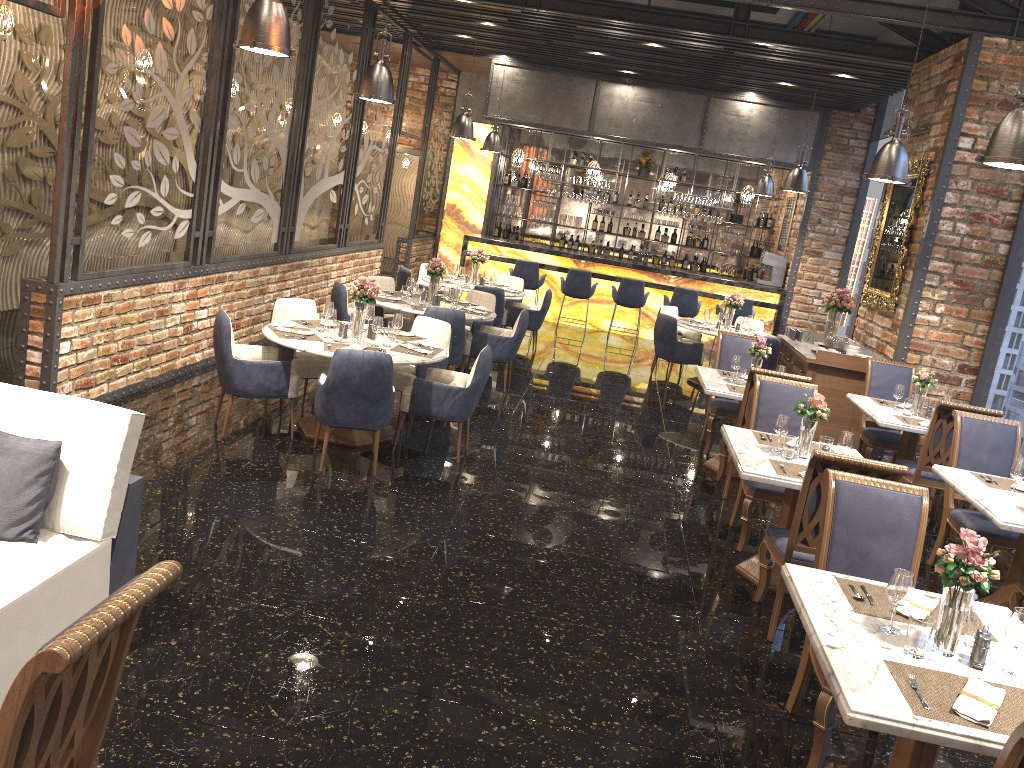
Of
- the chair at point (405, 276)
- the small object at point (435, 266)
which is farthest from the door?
the small object at point (435, 266)

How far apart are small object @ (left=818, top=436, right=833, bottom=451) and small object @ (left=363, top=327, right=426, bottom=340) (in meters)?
3.23

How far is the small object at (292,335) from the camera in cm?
637

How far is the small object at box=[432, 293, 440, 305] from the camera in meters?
9.0 m

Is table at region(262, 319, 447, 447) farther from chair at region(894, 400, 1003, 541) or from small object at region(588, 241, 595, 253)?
small object at region(588, 241, 595, 253)

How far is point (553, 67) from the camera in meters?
13.9 m

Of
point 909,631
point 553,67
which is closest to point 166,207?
point 909,631

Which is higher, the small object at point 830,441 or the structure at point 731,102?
the structure at point 731,102

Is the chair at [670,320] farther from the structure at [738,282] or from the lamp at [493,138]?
the lamp at [493,138]

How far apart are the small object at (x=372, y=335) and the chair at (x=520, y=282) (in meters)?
5.38
